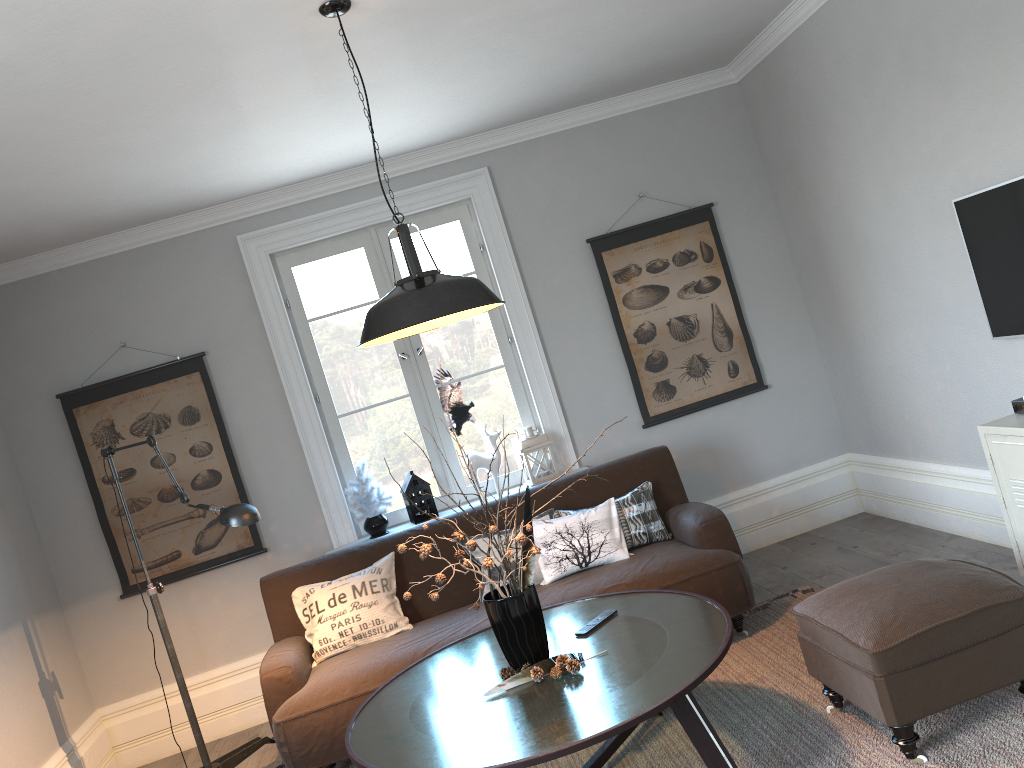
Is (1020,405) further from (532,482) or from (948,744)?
(532,482)

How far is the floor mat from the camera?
2.6 meters

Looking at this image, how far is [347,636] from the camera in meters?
4.0 m

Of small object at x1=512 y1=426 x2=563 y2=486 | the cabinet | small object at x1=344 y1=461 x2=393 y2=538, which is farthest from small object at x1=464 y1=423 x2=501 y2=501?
the cabinet

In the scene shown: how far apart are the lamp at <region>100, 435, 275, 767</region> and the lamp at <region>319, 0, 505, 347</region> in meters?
0.9 m

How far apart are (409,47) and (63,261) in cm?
246

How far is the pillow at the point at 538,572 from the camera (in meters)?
4.17

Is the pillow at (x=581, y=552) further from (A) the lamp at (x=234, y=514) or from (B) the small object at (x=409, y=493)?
(A) the lamp at (x=234, y=514)

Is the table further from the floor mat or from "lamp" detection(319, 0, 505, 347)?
"lamp" detection(319, 0, 505, 347)

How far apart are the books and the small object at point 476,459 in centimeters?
253cm
